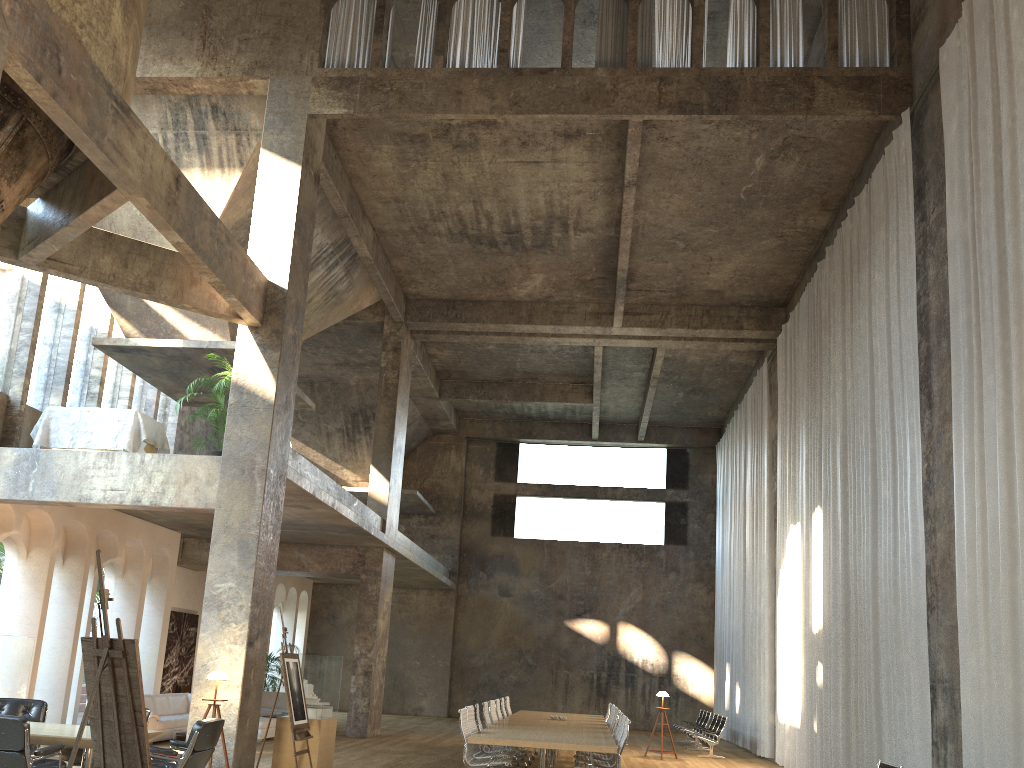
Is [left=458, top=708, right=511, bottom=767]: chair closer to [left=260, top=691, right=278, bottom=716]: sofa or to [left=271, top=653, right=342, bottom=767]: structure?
[left=271, top=653, right=342, bottom=767]: structure

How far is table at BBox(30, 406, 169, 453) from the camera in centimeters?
1243cm

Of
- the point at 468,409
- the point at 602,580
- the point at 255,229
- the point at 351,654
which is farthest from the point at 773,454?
the point at 351,654

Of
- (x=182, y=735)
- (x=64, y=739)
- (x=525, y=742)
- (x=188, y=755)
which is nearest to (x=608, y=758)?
(x=525, y=742)

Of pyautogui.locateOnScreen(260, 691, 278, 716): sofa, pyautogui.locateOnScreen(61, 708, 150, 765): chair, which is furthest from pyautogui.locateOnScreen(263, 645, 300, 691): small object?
pyautogui.locateOnScreen(61, 708, 150, 765): chair

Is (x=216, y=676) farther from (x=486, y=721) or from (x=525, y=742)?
(x=486, y=721)

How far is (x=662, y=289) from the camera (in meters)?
18.44

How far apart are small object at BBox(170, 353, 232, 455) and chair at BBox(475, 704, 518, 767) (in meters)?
5.70

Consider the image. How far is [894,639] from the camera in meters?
10.3

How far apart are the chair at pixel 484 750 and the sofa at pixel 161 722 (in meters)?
5.53
